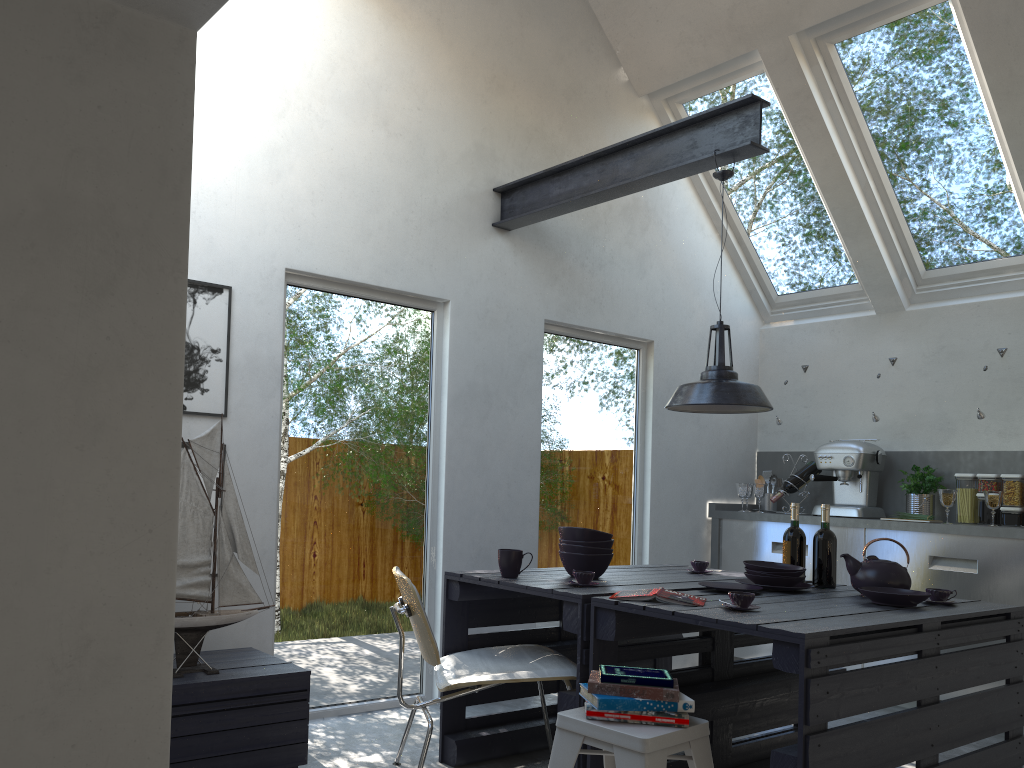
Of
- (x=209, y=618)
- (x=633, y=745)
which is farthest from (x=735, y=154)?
(x=209, y=618)

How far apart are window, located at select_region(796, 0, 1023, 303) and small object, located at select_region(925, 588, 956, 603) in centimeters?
287cm

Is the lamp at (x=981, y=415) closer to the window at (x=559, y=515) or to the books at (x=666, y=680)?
the window at (x=559, y=515)

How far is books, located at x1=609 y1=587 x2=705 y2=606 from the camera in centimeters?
294cm

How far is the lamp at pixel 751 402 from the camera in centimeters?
361cm

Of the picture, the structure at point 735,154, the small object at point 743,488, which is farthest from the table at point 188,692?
the small object at point 743,488

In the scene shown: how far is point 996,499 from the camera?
4.9m

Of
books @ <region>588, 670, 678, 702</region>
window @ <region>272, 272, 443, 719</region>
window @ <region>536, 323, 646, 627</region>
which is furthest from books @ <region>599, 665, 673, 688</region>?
window @ <region>536, 323, 646, 627</region>

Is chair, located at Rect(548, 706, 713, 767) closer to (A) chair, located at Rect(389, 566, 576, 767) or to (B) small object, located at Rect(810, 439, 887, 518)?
(A) chair, located at Rect(389, 566, 576, 767)

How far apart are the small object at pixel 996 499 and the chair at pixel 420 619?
3.0 meters
